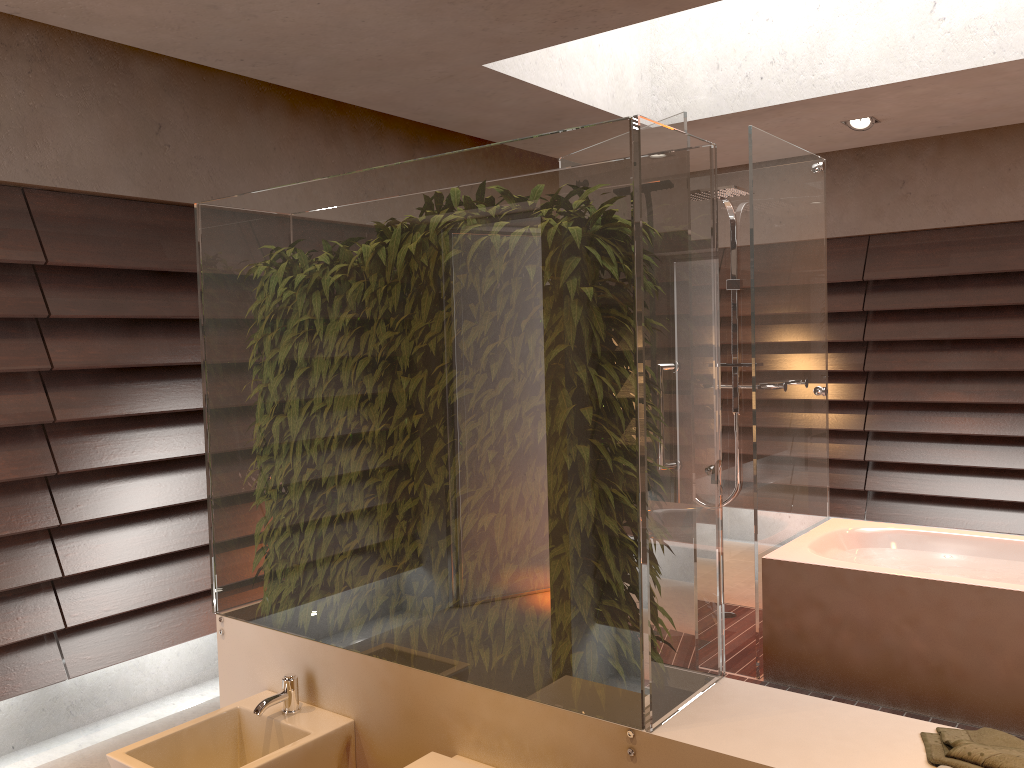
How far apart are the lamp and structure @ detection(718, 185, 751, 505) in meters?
1.0

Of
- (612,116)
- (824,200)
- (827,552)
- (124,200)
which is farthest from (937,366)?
(124,200)

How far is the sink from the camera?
2.13m

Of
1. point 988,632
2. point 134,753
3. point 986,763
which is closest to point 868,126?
point 988,632

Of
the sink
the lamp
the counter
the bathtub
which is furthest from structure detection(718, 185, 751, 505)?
the sink

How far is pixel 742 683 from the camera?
2.0 meters

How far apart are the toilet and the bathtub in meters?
1.9 m

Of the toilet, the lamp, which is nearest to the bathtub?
the toilet

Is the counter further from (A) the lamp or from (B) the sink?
(A) the lamp

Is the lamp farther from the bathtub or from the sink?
the sink
